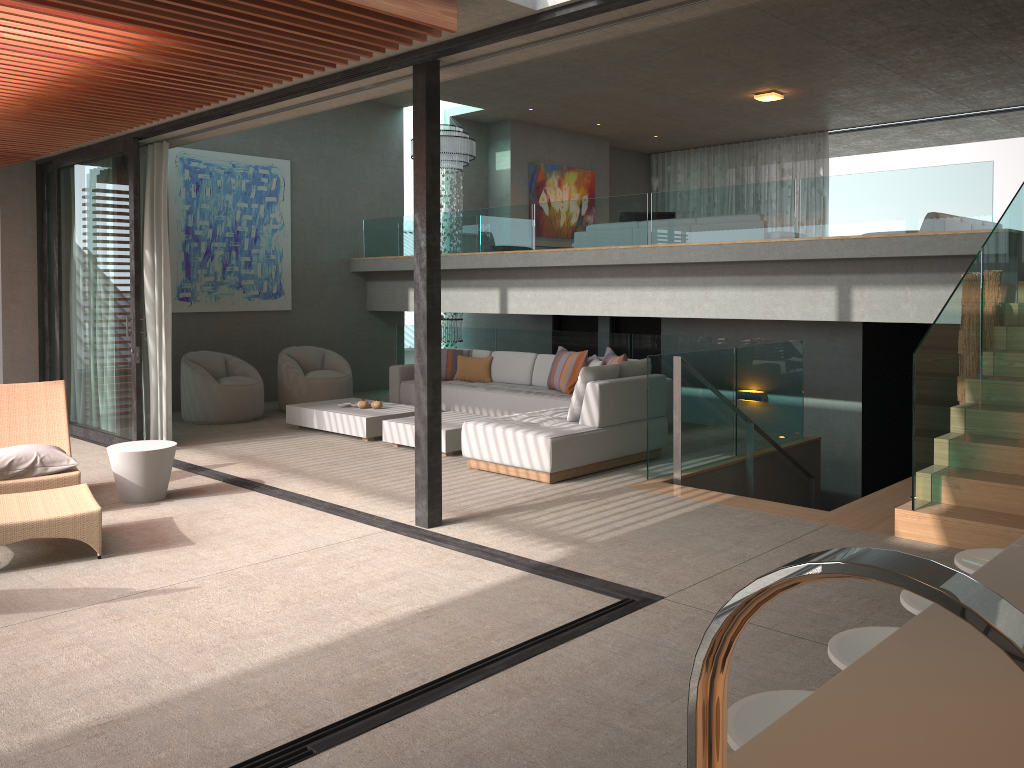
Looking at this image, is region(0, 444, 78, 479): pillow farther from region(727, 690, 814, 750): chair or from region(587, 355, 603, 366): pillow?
region(727, 690, 814, 750): chair

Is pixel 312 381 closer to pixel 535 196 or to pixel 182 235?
pixel 182 235

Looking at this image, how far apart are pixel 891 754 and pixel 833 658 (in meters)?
1.04

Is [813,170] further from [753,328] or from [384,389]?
[384,389]

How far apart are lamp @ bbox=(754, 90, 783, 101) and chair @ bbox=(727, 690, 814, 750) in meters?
11.6

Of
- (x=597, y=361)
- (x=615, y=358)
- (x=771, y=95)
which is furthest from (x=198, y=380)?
(x=771, y=95)

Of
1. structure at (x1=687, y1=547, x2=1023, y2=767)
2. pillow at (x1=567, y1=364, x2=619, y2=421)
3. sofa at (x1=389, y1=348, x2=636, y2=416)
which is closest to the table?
pillow at (x1=567, y1=364, x2=619, y2=421)

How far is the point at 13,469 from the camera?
5.9 meters

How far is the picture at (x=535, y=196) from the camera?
14.8m

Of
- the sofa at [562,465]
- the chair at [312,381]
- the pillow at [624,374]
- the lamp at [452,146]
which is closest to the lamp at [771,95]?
the lamp at [452,146]
